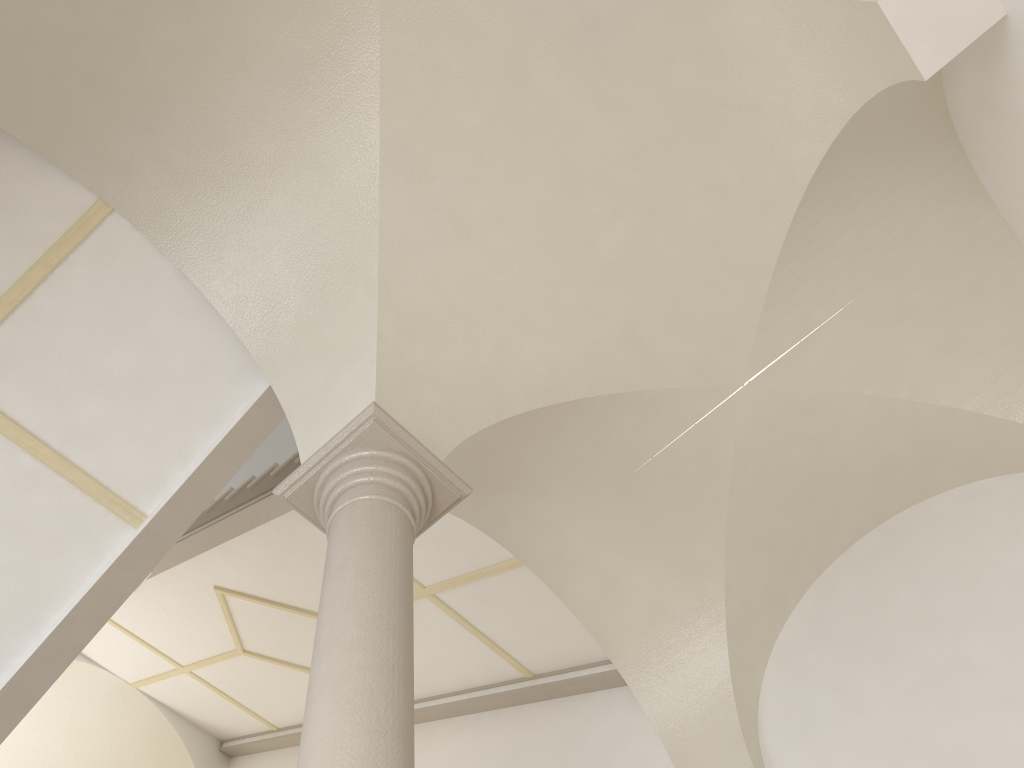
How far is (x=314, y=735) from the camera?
2.8 meters

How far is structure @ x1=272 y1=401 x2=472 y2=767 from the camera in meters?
2.8

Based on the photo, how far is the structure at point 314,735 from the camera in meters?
2.8
